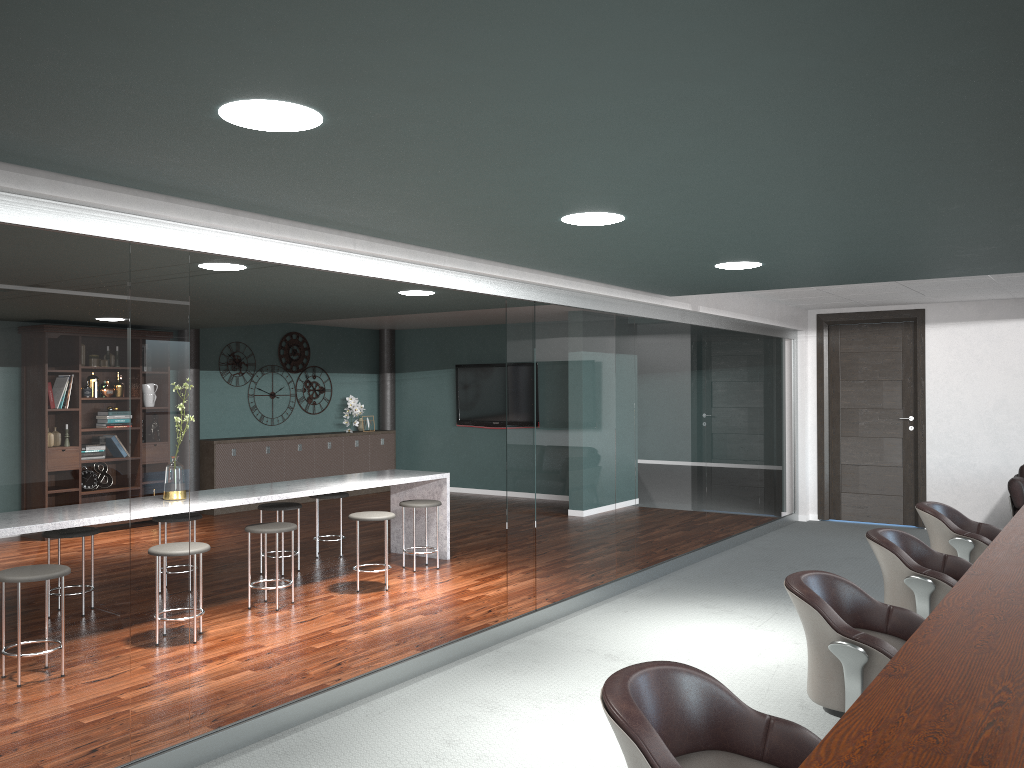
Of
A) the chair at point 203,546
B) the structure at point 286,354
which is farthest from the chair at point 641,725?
the structure at point 286,354

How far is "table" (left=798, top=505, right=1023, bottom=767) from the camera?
1.60m

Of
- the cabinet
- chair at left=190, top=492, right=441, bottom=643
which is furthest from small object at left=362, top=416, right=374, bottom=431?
chair at left=190, top=492, right=441, bottom=643

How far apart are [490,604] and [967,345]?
5.5m

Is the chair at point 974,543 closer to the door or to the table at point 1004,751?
the table at point 1004,751

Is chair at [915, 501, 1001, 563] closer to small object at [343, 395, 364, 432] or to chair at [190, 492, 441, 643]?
chair at [190, 492, 441, 643]

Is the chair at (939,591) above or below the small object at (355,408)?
below

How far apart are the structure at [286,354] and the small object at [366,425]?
0.7 meters

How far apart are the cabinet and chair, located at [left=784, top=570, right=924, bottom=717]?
8.1 meters

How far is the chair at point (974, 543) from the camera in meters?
4.3 m
